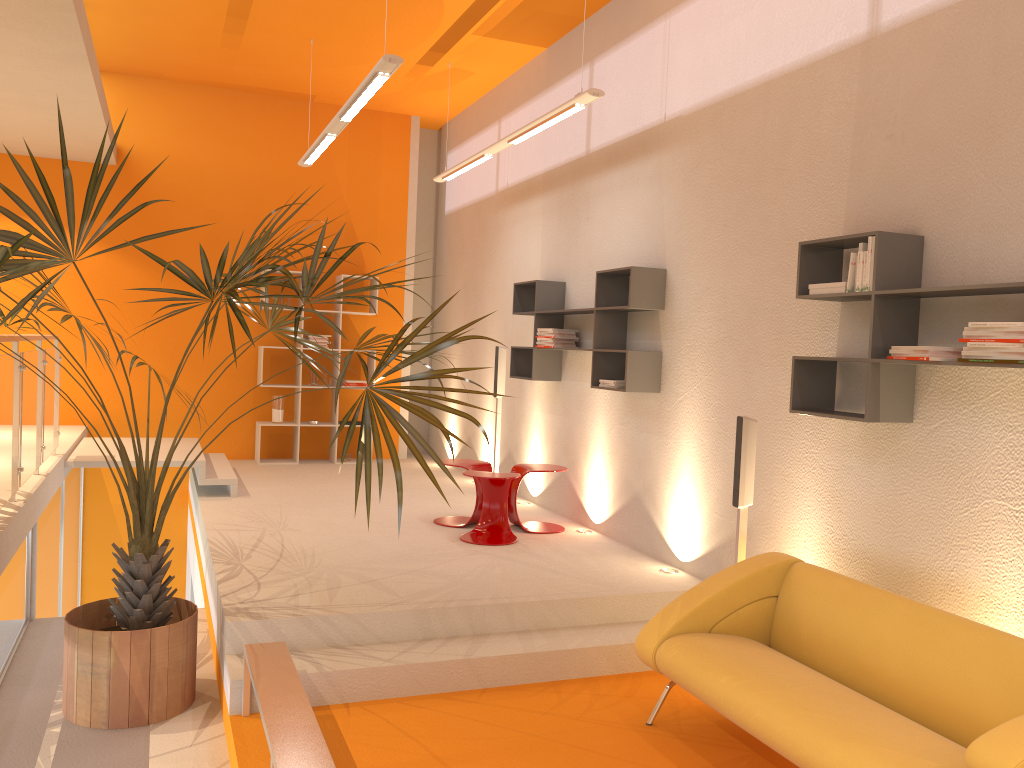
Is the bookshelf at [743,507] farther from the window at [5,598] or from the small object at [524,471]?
the window at [5,598]

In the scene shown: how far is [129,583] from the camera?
4.1m

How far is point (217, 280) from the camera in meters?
3.5 m

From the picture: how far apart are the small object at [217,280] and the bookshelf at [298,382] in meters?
4.0 m

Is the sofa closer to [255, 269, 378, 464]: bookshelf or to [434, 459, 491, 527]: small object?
[434, 459, 491, 527]: small object

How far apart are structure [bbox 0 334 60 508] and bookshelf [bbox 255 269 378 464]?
2.72m

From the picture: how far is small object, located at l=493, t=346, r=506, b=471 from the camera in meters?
7.7

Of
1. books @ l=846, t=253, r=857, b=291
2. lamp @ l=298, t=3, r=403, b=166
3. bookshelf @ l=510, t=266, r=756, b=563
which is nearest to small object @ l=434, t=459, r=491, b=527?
→ bookshelf @ l=510, t=266, r=756, b=563

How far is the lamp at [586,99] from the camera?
5.34m

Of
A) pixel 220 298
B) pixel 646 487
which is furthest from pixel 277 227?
pixel 646 487
